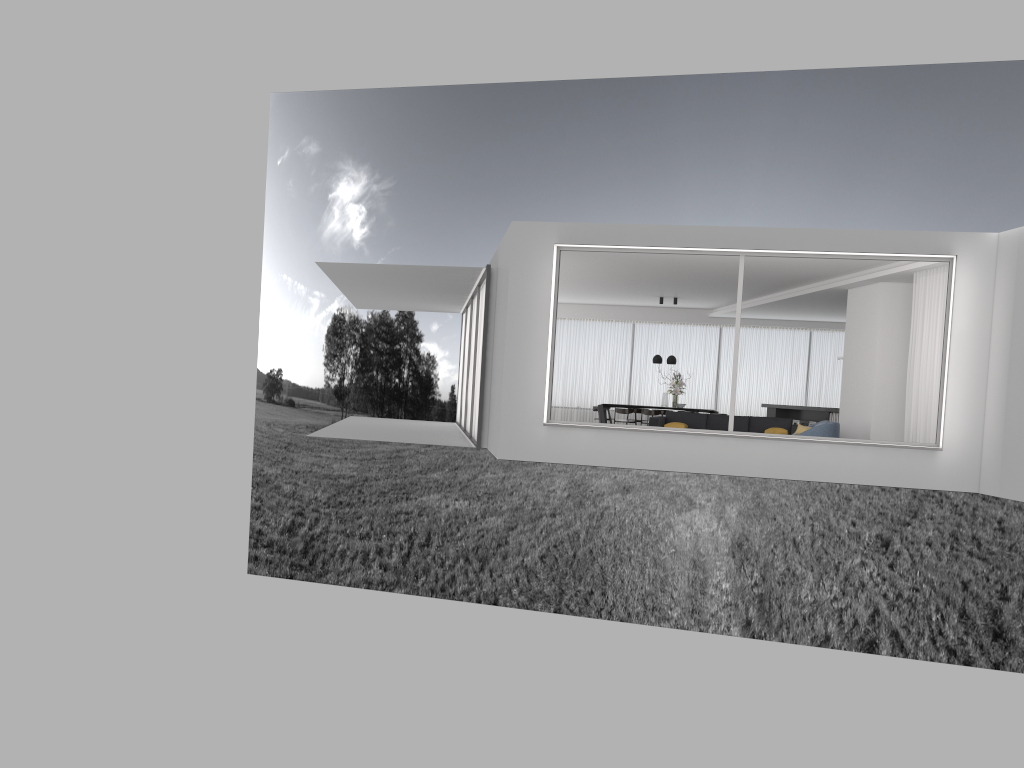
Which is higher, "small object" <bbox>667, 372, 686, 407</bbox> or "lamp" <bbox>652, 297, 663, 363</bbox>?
"lamp" <bbox>652, 297, 663, 363</bbox>

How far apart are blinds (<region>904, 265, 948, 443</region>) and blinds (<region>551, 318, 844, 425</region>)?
8.3m

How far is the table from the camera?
19.3m

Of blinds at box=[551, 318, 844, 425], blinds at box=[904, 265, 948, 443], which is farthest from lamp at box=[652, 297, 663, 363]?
blinds at box=[904, 265, 948, 443]

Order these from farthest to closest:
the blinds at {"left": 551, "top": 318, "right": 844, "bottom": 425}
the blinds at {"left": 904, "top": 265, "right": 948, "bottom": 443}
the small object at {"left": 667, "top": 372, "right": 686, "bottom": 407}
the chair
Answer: the blinds at {"left": 551, "top": 318, "right": 844, "bottom": 425}, the small object at {"left": 667, "top": 372, "right": 686, "bottom": 407}, the chair, the blinds at {"left": 904, "top": 265, "right": 948, "bottom": 443}

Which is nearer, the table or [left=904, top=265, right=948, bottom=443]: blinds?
[left=904, top=265, right=948, bottom=443]: blinds

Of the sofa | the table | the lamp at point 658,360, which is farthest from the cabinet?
the table

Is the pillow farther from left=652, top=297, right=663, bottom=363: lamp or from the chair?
left=652, top=297, right=663, bottom=363: lamp

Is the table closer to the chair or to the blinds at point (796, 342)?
the blinds at point (796, 342)

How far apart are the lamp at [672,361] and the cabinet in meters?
2.3 m
